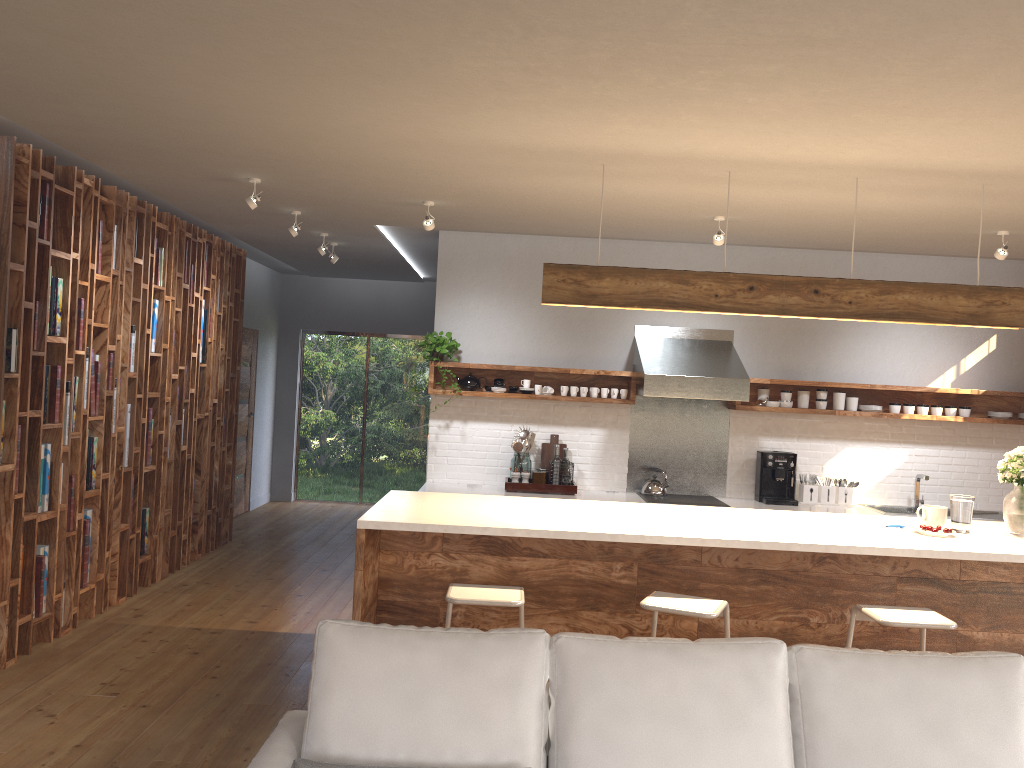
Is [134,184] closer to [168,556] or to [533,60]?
[168,556]

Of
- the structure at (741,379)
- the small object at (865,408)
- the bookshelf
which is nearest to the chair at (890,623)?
the structure at (741,379)

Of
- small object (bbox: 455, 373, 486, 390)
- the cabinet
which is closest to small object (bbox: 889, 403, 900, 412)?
the cabinet

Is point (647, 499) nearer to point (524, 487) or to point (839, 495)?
point (524, 487)

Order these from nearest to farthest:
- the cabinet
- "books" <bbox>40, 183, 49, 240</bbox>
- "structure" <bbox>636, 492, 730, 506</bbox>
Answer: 1. the cabinet
2. "books" <bbox>40, 183, 49, 240</bbox>
3. "structure" <bbox>636, 492, 730, 506</bbox>

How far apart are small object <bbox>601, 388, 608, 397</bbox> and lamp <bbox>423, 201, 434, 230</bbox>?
2.1m

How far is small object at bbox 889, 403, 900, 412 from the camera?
6.9m

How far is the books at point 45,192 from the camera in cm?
477

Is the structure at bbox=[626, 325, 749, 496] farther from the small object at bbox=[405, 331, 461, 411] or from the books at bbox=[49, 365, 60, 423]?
the books at bbox=[49, 365, 60, 423]

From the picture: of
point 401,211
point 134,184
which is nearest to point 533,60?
point 401,211
